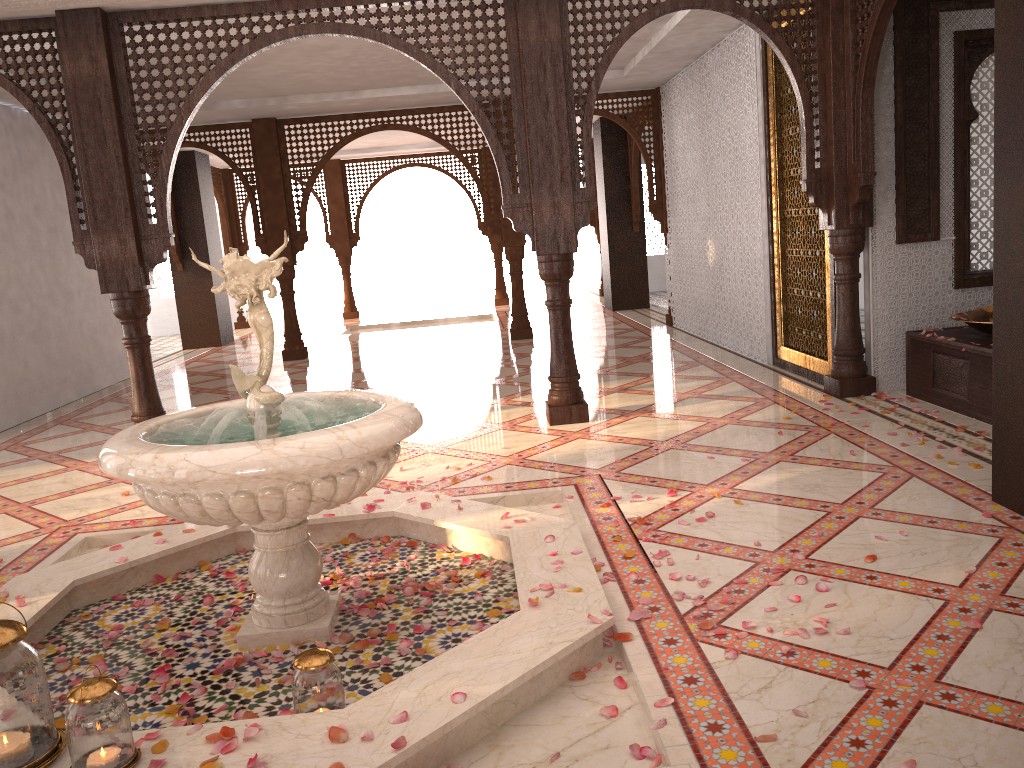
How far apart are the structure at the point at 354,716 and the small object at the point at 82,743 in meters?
0.0 m

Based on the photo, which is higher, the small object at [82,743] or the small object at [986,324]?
the small object at [986,324]

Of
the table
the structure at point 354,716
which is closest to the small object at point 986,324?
the table

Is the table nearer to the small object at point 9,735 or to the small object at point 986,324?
the small object at point 986,324

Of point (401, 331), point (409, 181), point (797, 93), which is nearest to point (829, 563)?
point (797, 93)

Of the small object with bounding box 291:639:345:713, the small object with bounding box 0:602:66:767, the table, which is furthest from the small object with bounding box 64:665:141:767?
the table

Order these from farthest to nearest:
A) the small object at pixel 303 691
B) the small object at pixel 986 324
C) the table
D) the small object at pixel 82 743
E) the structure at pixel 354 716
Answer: the small object at pixel 986 324 < the table < the small object at pixel 303 691 < the structure at pixel 354 716 < the small object at pixel 82 743

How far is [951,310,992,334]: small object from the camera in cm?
516

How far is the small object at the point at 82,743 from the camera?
2.1 meters

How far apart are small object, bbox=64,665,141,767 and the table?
4.6 meters
